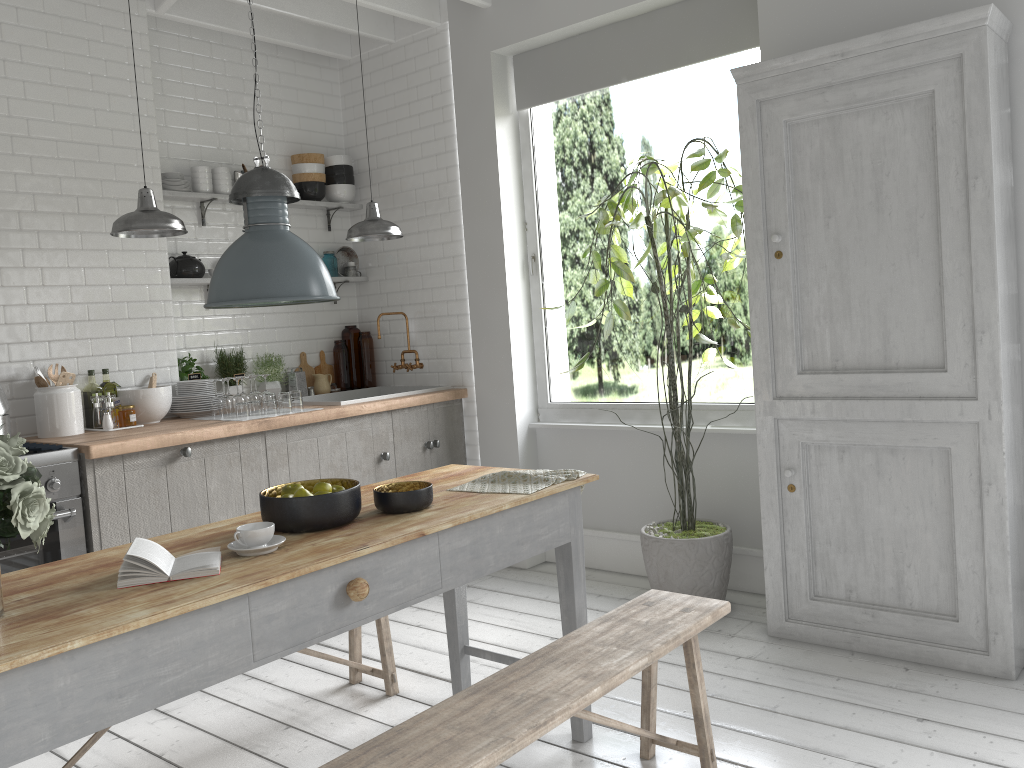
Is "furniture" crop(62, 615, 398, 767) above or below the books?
below

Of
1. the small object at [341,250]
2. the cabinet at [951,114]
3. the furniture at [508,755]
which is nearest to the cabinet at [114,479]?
the small object at [341,250]

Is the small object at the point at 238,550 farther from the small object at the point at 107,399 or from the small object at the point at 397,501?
the small object at the point at 107,399

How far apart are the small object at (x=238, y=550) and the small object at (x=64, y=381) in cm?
292

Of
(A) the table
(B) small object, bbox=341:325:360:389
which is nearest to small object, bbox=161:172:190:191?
(B) small object, bbox=341:325:360:389

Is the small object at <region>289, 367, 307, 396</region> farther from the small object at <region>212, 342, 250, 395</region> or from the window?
the window

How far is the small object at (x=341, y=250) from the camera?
7.28m

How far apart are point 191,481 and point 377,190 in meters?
3.1

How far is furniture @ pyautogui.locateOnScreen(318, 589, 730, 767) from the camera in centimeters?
248cm

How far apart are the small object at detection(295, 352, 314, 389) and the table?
3.2m
